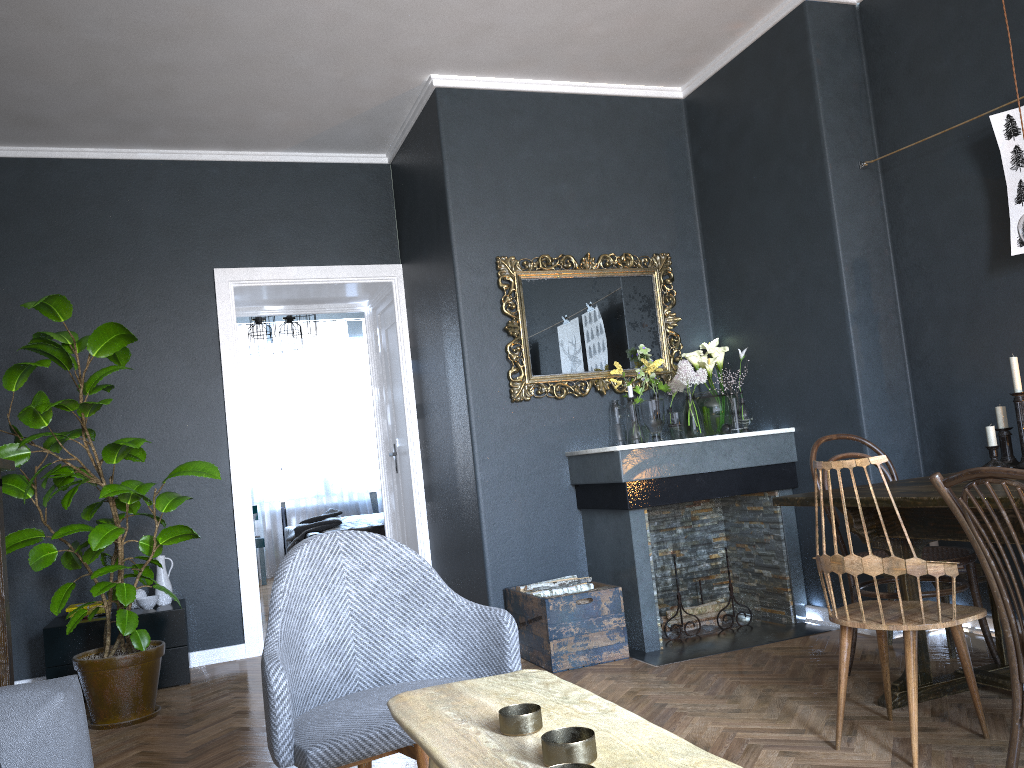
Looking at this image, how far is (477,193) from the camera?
4.69m

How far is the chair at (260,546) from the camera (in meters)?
8.92

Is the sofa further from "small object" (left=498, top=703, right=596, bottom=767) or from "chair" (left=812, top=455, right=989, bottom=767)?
"chair" (left=812, top=455, right=989, bottom=767)

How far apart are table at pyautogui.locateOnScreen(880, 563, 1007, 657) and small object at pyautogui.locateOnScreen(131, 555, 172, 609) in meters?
3.6 m

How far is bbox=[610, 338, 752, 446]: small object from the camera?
4.6m

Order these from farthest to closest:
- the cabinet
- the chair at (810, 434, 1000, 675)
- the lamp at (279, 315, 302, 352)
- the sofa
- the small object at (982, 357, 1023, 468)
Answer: the lamp at (279, 315, 302, 352) → the cabinet → the small object at (982, 357, 1023, 468) → the chair at (810, 434, 1000, 675) → the sofa

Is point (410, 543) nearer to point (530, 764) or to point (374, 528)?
point (374, 528)

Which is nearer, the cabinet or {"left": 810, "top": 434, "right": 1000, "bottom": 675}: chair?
{"left": 810, "top": 434, "right": 1000, "bottom": 675}: chair

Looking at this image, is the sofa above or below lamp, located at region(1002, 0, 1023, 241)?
below

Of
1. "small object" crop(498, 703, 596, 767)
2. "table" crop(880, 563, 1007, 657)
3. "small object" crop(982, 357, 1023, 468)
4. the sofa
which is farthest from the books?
"small object" crop(982, 357, 1023, 468)
